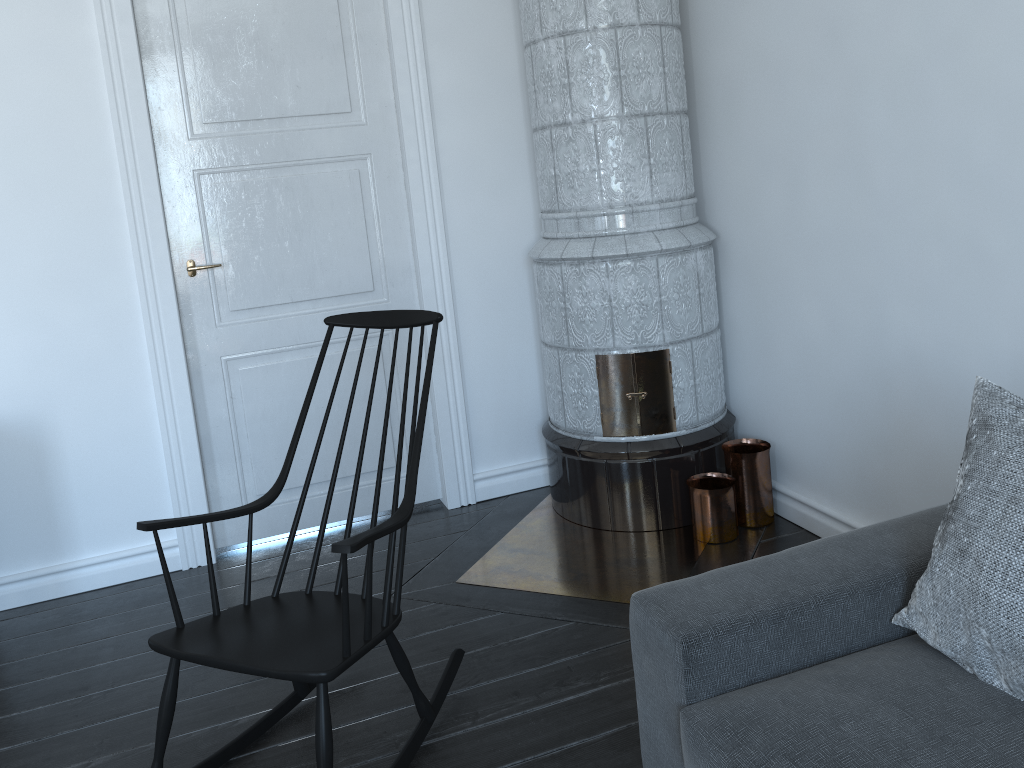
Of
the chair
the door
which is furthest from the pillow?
the door

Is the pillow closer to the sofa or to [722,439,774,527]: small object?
the sofa

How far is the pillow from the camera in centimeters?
148cm

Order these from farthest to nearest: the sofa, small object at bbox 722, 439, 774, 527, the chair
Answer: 1. small object at bbox 722, 439, 774, 527
2. the chair
3. the sofa

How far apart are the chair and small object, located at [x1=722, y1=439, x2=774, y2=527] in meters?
1.3

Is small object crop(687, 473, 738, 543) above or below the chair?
below

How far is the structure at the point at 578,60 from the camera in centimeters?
303cm

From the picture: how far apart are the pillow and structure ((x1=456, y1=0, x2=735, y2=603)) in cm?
116

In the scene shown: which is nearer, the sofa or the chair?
the sofa

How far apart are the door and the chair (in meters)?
1.02
